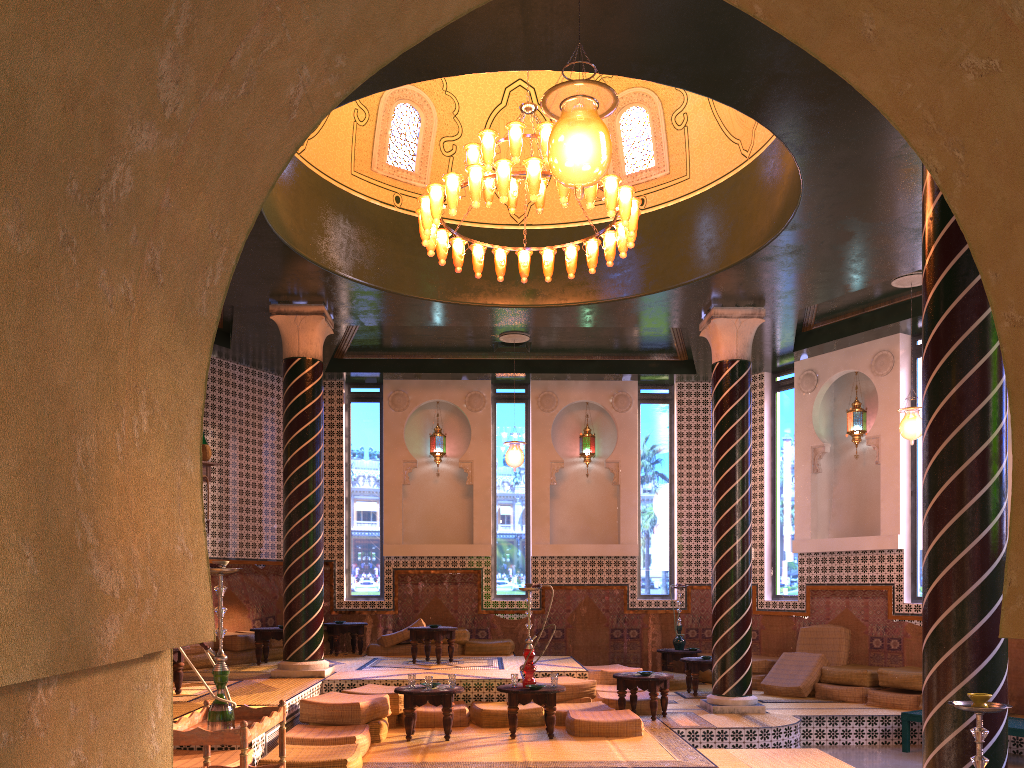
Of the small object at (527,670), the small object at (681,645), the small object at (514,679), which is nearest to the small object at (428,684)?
the small object at (514,679)

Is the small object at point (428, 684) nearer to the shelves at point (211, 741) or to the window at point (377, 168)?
the shelves at point (211, 741)

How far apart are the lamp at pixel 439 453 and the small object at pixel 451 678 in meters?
7.5

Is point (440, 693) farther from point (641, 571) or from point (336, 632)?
point (641, 571)

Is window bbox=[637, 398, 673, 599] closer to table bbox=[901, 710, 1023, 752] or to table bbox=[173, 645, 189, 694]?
table bbox=[901, 710, 1023, 752]

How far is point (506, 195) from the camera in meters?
9.0 m

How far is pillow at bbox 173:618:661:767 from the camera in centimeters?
784cm

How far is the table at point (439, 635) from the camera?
13.6m

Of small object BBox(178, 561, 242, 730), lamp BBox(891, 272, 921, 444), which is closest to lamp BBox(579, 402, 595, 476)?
lamp BBox(891, 272, 921, 444)

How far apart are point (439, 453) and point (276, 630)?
4.9 meters
